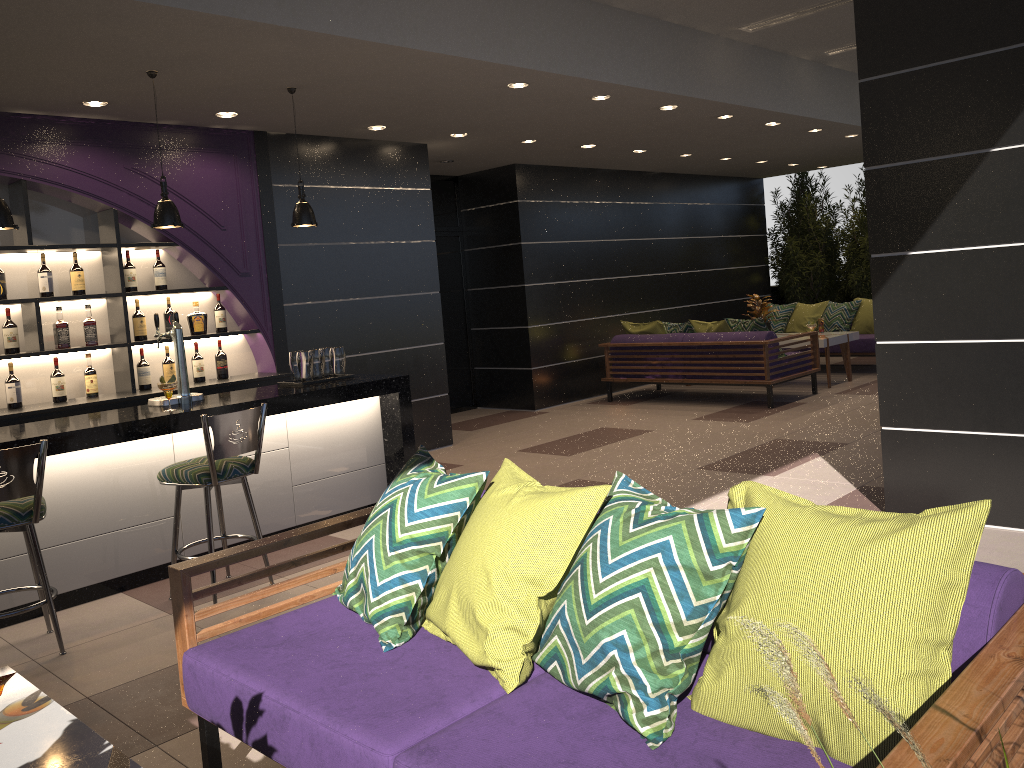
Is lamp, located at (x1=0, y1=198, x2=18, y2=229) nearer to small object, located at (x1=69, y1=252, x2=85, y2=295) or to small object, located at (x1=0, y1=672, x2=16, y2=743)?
small object, located at (x1=69, y1=252, x2=85, y2=295)

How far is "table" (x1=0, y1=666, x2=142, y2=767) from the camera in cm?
179

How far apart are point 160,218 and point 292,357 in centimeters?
124cm

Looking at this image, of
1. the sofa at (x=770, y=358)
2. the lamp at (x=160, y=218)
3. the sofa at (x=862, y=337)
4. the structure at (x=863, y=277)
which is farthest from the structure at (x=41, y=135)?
the sofa at (x=862, y=337)

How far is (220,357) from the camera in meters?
6.6 m

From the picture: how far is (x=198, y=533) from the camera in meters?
4.9

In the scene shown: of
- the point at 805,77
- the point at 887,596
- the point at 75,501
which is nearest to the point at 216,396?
the point at 75,501

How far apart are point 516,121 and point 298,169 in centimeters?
178cm

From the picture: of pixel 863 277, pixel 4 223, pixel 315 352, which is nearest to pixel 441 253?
pixel 315 352

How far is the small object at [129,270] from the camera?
6.2 meters
